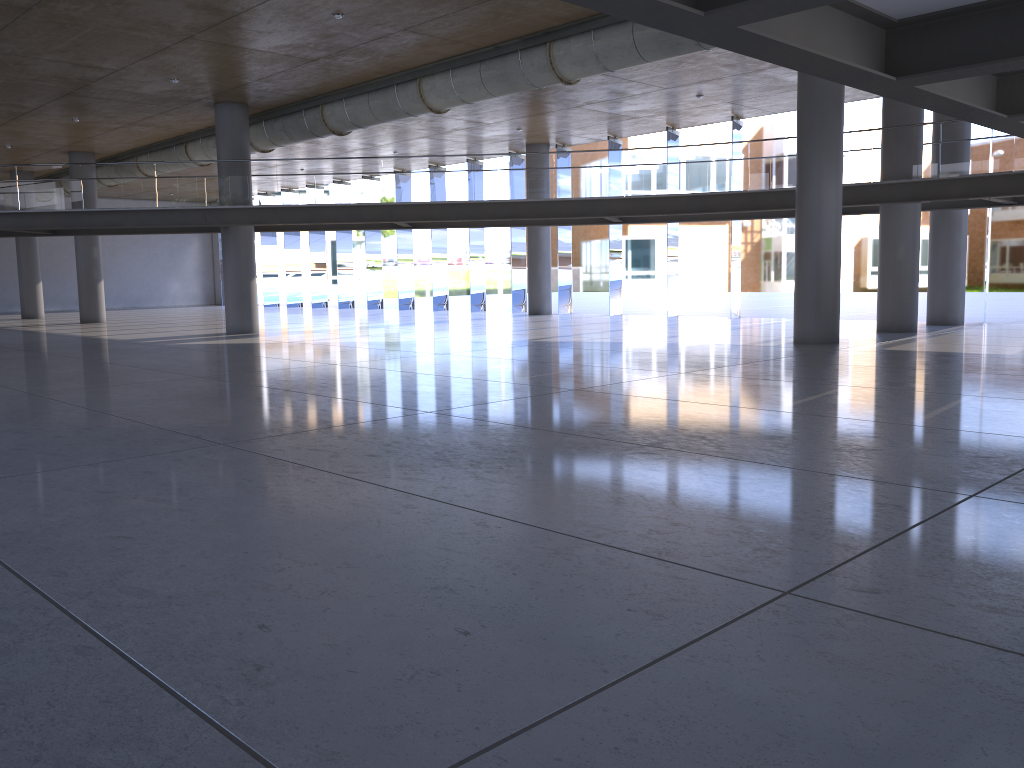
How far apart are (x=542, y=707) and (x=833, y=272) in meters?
14.5 m

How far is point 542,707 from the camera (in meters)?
2.73
